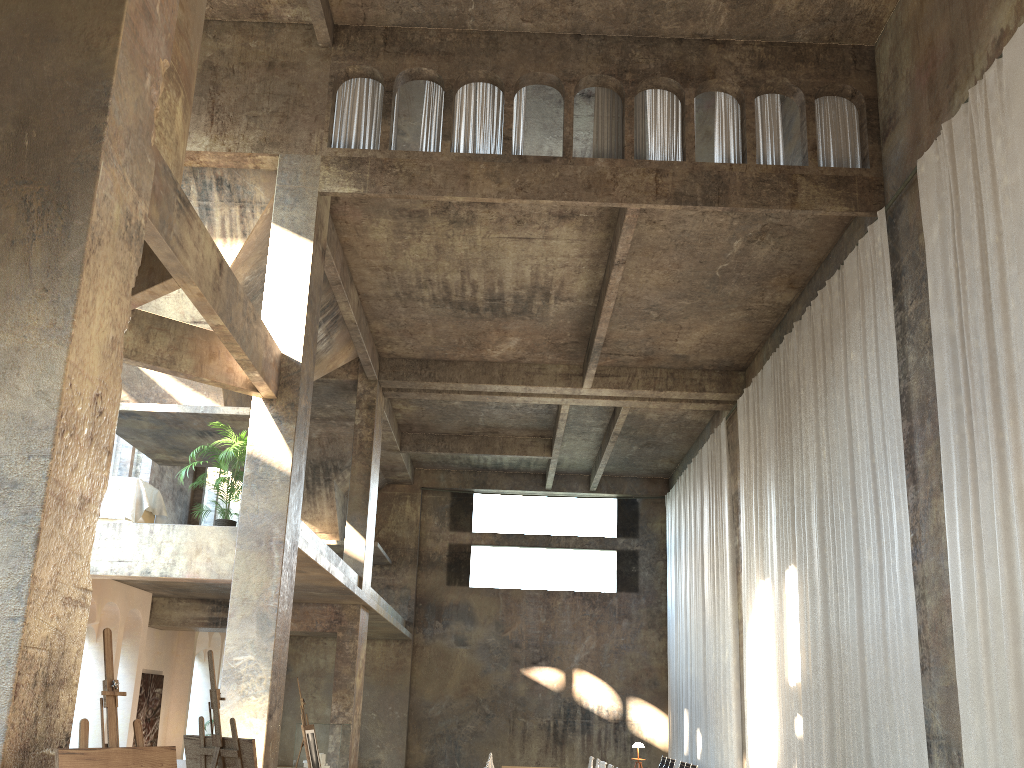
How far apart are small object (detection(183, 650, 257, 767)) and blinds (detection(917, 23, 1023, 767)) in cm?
684

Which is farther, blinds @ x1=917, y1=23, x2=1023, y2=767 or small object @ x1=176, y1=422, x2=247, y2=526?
small object @ x1=176, y1=422, x2=247, y2=526

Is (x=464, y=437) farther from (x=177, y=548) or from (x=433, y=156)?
(x=177, y=548)

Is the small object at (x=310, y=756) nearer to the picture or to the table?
the table

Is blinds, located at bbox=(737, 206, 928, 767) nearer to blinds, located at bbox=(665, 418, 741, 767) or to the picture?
blinds, located at bbox=(665, 418, 741, 767)

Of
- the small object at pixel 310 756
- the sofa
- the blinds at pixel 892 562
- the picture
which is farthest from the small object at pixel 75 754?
the picture

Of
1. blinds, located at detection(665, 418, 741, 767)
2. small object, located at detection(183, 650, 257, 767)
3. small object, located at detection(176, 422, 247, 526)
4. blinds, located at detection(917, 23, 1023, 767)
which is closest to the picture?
small object, located at detection(176, 422, 247, 526)

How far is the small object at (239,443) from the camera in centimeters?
1223cm

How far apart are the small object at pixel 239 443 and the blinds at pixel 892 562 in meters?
8.7

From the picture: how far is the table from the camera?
12.1 meters
